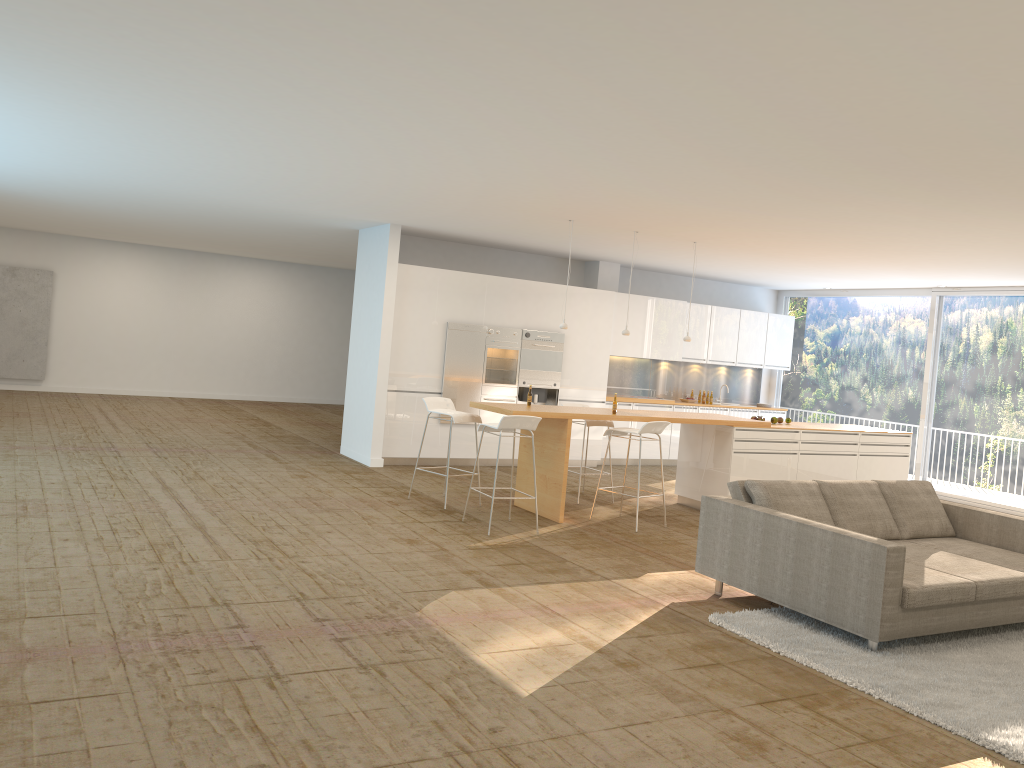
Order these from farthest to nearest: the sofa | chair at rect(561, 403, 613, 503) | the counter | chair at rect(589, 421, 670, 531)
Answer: chair at rect(561, 403, 613, 503), the counter, chair at rect(589, 421, 670, 531), the sofa

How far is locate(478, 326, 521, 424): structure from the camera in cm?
1173

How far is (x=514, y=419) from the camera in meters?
7.7 m

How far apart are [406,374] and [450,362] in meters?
0.6

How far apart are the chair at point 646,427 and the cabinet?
3.3 meters

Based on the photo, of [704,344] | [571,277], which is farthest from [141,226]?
[704,344]

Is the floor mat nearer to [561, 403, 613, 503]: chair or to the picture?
[561, 403, 613, 503]: chair

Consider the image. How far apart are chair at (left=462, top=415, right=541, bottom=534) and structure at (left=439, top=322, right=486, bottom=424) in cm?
337

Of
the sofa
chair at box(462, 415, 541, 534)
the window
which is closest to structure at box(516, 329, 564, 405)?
chair at box(462, 415, 541, 534)

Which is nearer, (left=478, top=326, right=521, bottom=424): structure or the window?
(left=478, top=326, right=521, bottom=424): structure
